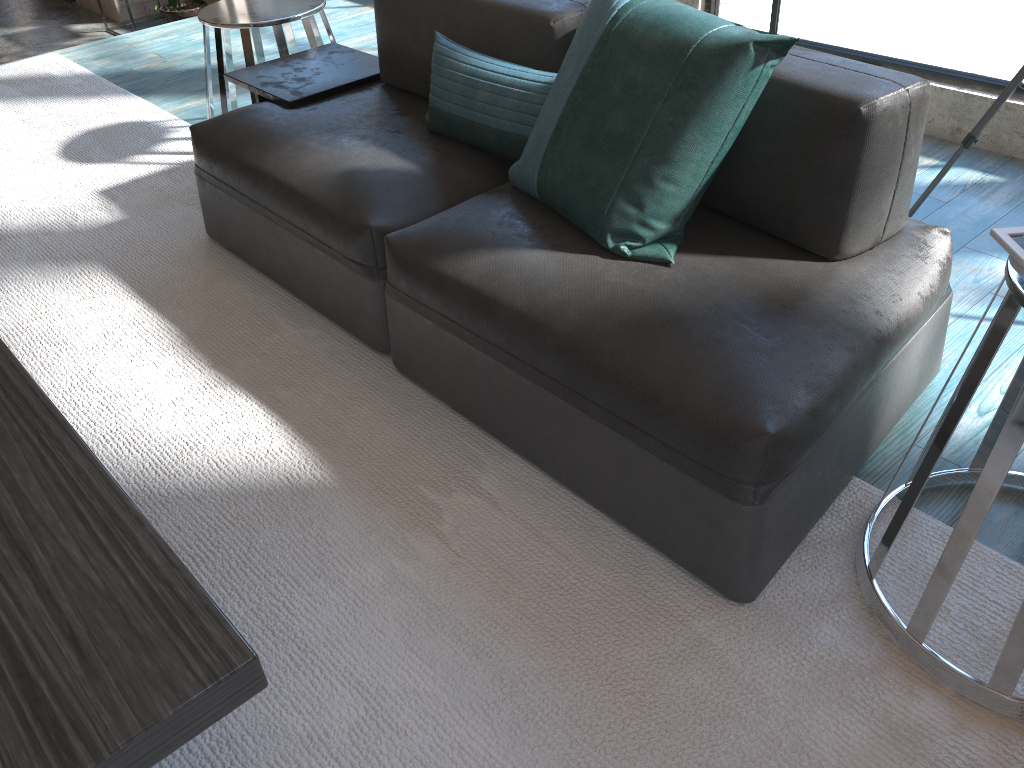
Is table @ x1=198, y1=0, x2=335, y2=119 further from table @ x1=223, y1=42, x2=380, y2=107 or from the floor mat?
the floor mat

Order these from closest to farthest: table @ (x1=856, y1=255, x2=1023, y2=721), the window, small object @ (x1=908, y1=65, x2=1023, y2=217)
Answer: table @ (x1=856, y1=255, x2=1023, y2=721) < small object @ (x1=908, y1=65, x2=1023, y2=217) < the window

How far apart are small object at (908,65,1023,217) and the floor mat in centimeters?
116cm

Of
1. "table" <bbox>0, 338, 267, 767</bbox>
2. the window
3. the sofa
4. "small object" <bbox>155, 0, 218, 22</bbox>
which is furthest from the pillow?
"small object" <bbox>155, 0, 218, 22</bbox>

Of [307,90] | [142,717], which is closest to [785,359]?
[142,717]

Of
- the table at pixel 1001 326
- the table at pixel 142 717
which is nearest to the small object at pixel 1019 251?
the table at pixel 1001 326

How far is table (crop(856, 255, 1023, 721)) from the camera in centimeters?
121cm

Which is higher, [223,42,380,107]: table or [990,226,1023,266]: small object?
[990,226,1023,266]: small object

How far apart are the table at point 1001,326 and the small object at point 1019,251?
0.0 meters

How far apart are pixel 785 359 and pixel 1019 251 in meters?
0.4 m
